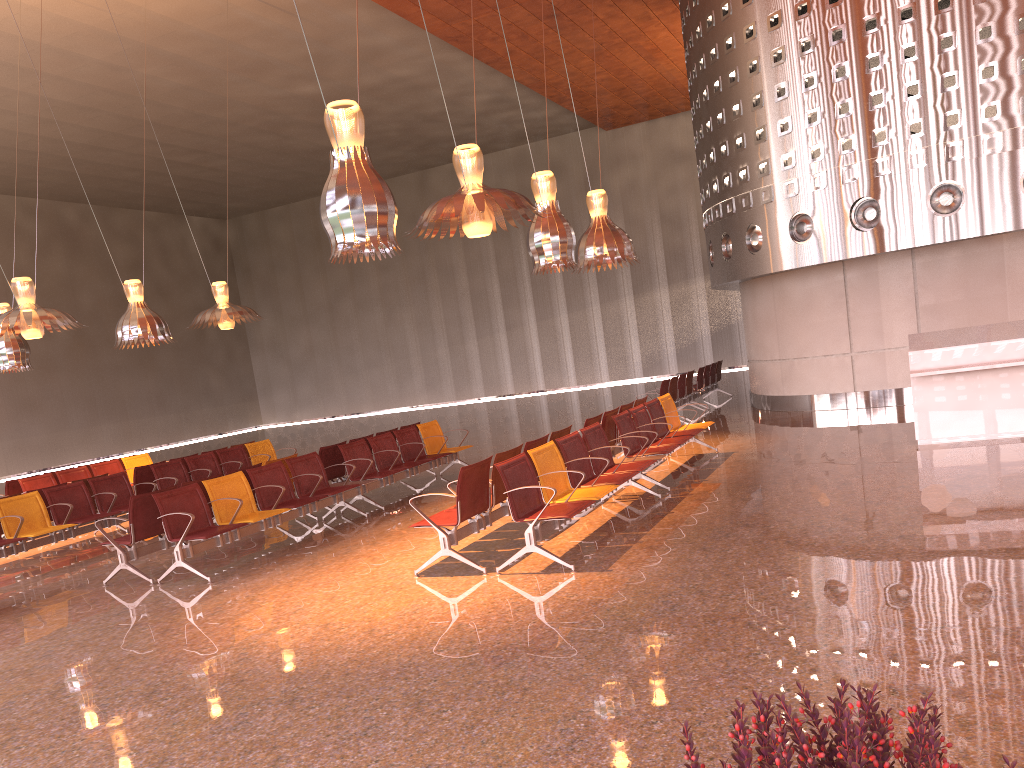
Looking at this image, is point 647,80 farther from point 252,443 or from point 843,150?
point 252,443
